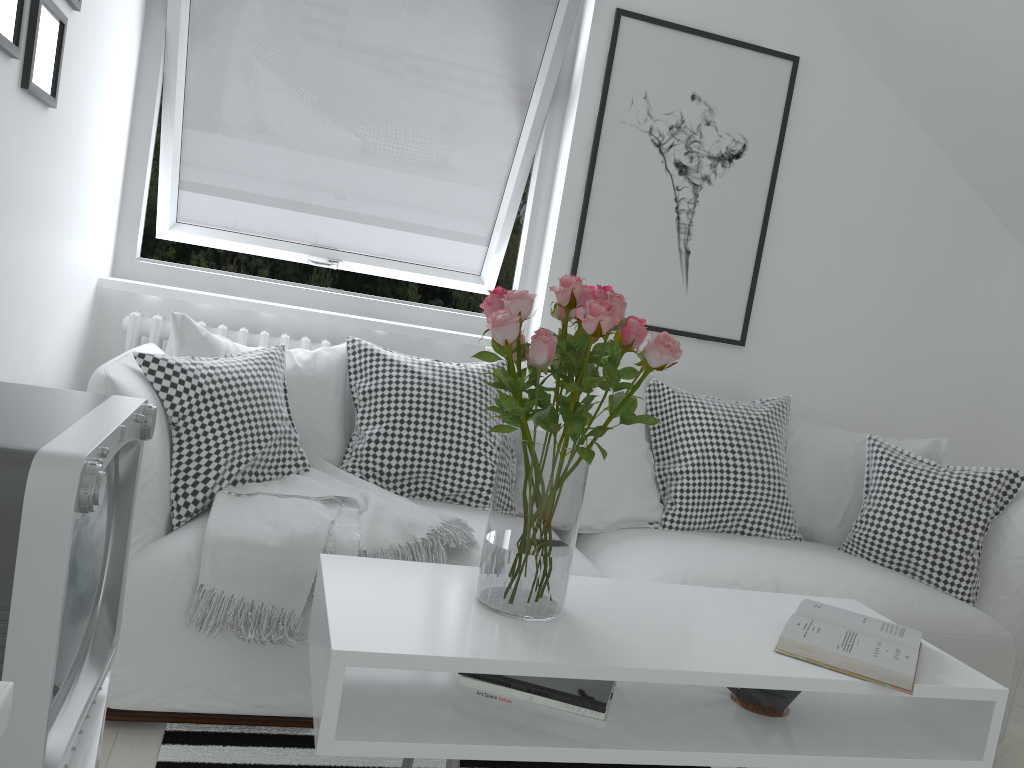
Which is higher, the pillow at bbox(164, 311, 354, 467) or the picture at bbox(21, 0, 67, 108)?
the picture at bbox(21, 0, 67, 108)

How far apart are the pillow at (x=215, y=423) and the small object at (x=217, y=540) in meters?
0.0

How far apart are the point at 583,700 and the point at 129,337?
1.86m

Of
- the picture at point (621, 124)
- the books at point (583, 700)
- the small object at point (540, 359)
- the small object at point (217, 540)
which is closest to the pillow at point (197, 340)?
the small object at point (217, 540)

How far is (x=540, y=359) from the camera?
1.4 meters

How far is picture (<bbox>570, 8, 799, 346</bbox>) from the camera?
3.10m

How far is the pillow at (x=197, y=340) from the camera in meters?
2.3

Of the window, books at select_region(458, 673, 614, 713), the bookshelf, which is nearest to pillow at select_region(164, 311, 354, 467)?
the window

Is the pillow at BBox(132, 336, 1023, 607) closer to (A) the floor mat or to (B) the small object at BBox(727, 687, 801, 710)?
(A) the floor mat

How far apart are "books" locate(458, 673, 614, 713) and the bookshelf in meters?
1.2 m
